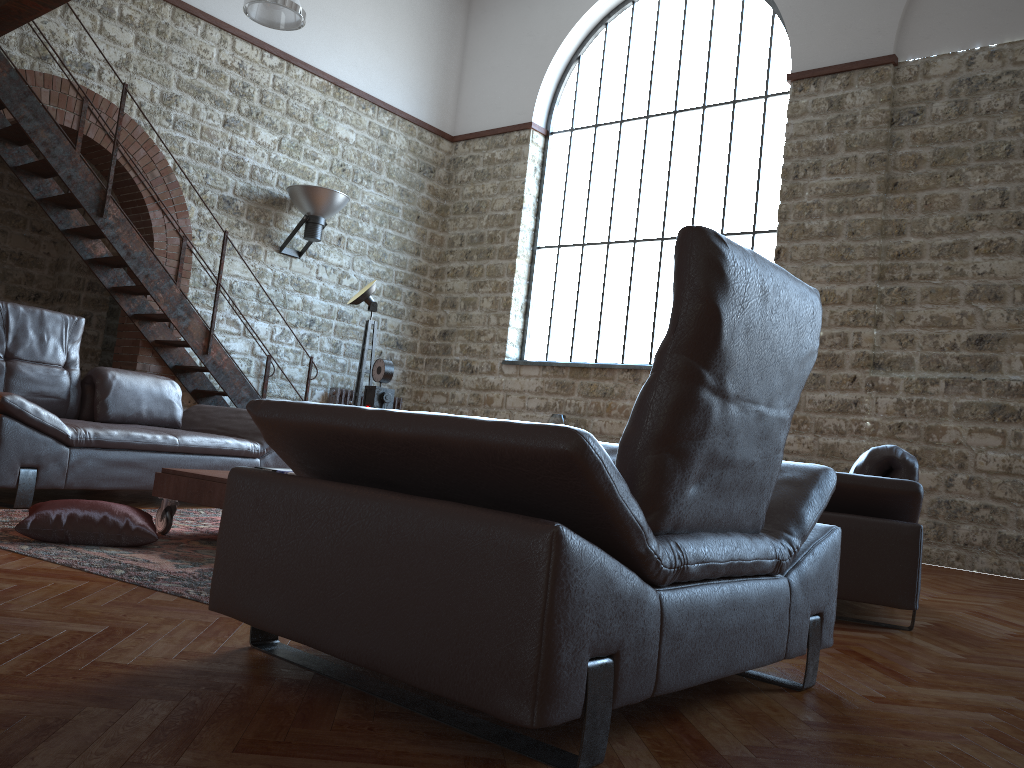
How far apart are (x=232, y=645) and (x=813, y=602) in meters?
1.5

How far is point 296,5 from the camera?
7.62m

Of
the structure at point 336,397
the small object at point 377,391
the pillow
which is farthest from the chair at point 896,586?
the structure at point 336,397

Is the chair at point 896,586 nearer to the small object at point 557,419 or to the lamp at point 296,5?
the small object at point 557,419

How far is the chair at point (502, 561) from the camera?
1.5m

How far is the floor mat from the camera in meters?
2.8

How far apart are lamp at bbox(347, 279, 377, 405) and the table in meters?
3.0

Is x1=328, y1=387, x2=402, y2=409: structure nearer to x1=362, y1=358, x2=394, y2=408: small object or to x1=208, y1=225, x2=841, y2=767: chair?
x1=362, y1=358, x2=394, y2=408: small object

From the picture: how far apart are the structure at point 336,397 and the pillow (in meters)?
6.14

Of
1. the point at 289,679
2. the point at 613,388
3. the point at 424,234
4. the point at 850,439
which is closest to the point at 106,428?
the point at 289,679
